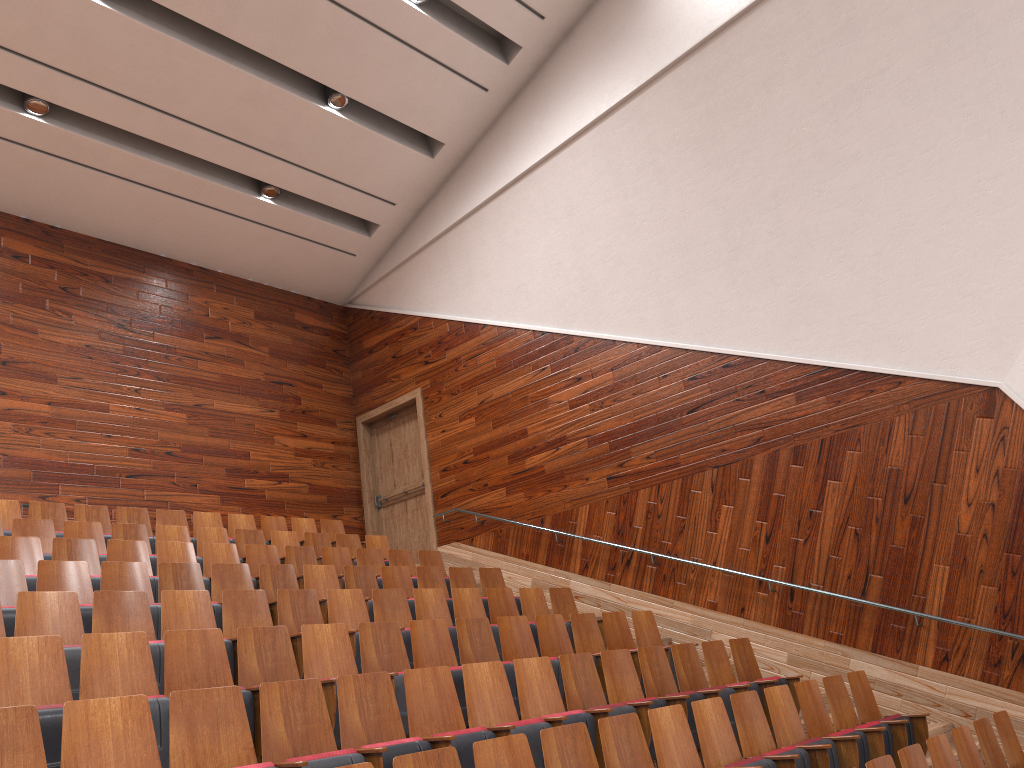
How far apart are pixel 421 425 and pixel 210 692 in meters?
0.8 m

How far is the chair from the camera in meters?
0.3 m

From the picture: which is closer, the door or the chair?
the chair

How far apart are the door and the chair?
0.1 meters

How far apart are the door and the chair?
0.1m

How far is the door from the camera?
1.2m

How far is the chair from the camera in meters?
0.3 m

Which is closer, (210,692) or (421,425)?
(210,692)

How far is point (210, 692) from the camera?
0.3 meters

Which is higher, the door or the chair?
the door
